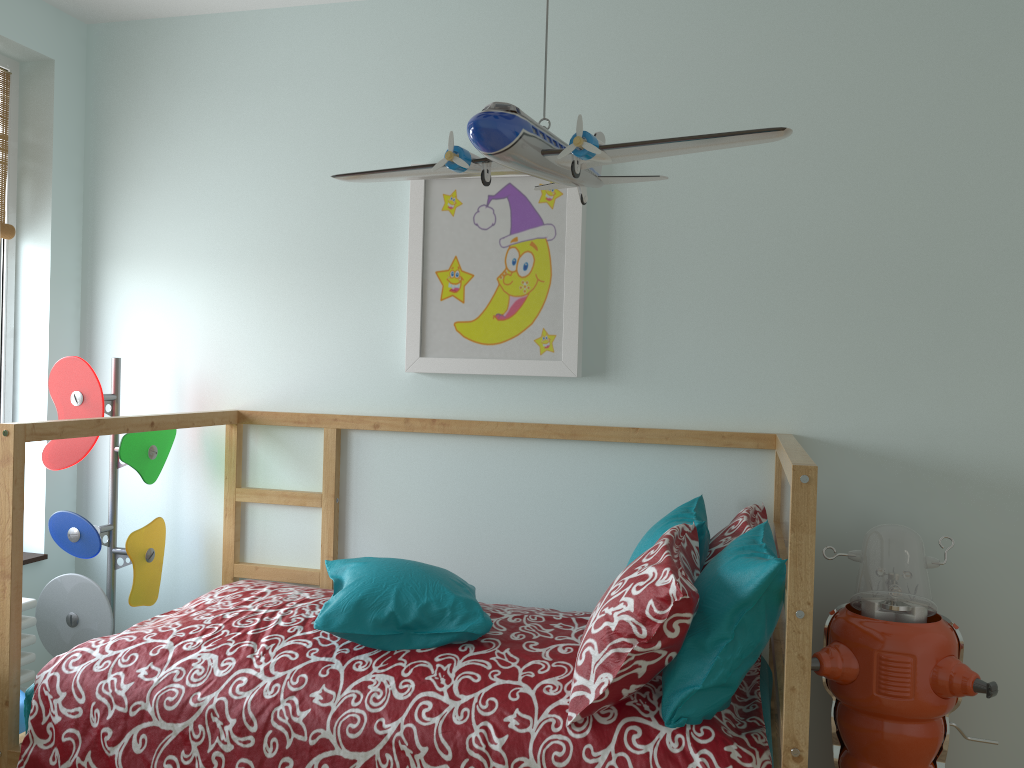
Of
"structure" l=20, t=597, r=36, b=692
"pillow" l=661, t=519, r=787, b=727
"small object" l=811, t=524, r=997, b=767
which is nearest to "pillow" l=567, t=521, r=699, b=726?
"pillow" l=661, t=519, r=787, b=727

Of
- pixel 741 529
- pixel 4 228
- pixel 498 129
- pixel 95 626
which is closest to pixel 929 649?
pixel 741 529

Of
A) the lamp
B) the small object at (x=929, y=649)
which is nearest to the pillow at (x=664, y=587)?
the small object at (x=929, y=649)

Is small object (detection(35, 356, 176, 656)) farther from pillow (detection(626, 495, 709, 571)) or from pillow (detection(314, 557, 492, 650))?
pillow (detection(626, 495, 709, 571))

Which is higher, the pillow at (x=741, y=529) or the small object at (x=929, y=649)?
the pillow at (x=741, y=529)

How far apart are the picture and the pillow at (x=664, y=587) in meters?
0.6

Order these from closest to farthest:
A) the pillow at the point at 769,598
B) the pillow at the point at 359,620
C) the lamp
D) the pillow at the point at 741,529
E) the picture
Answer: the lamp < the pillow at the point at 769,598 < the pillow at the point at 359,620 < the pillow at the point at 741,529 < the picture

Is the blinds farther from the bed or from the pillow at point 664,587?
the pillow at point 664,587

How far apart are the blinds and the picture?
1.3 meters

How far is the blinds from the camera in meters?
2.7
